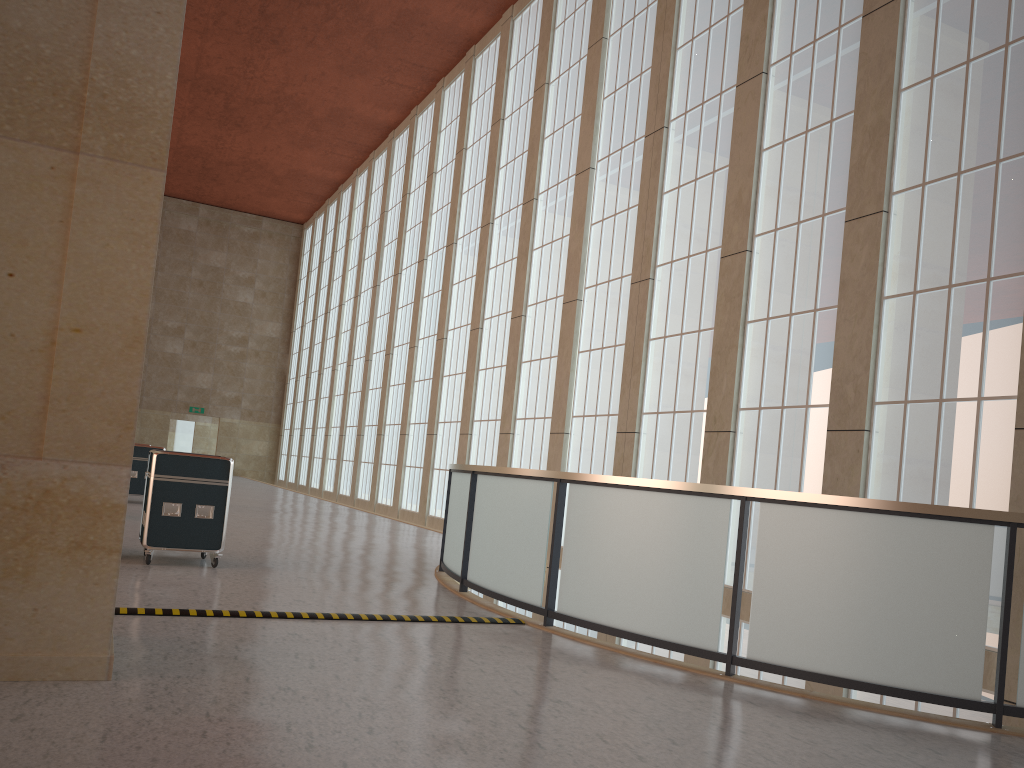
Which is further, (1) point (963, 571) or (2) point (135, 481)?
(2) point (135, 481)

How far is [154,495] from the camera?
11.8 meters

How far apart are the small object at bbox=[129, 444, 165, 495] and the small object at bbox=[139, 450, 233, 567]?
11.41m

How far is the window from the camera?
12.33m

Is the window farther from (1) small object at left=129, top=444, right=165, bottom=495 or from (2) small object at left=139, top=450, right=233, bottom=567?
(1) small object at left=129, top=444, right=165, bottom=495

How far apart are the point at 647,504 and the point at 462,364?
21.95m

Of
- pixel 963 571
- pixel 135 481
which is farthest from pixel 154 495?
pixel 135 481

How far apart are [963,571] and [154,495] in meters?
9.6

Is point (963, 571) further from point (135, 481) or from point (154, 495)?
point (135, 481)

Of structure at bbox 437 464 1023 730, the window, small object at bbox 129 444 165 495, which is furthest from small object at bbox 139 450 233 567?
small object at bbox 129 444 165 495
